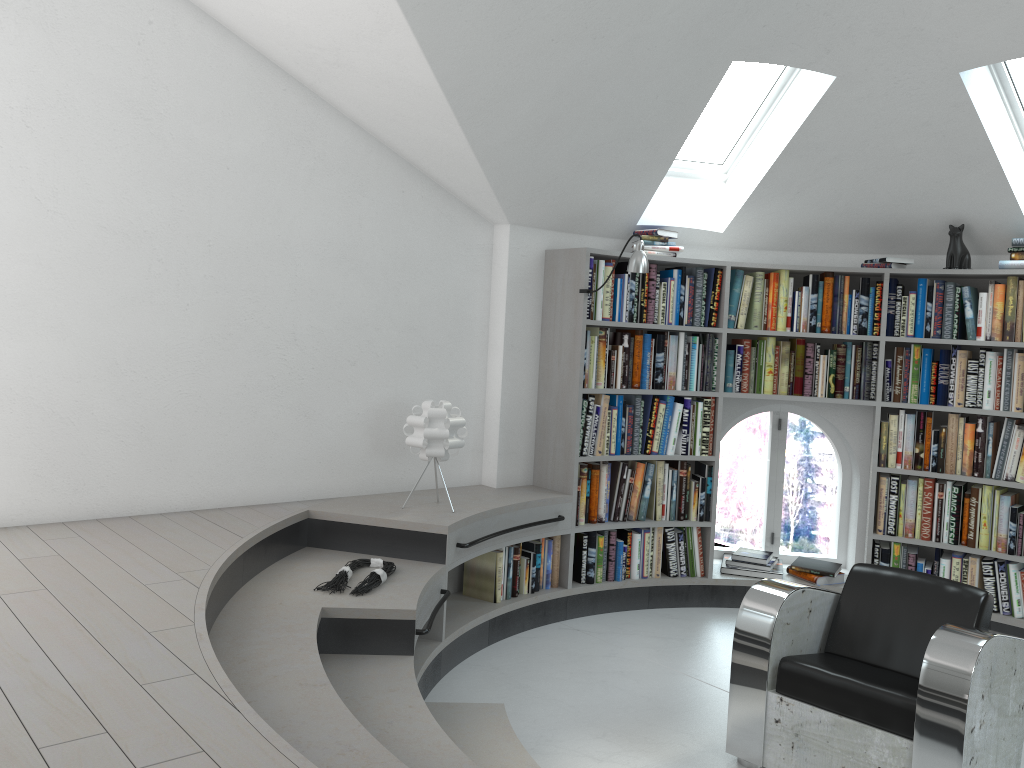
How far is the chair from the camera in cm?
285

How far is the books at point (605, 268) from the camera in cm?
495

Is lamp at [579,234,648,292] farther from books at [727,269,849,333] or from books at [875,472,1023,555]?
books at [875,472,1023,555]

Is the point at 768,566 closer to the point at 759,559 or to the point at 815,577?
the point at 759,559

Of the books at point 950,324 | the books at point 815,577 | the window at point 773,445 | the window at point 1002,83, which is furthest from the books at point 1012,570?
the window at point 1002,83

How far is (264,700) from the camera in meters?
2.5

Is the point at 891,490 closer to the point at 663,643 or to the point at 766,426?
the point at 663,643

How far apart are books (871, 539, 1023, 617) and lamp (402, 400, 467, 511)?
2.6 meters

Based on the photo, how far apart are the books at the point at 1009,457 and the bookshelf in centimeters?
3cm

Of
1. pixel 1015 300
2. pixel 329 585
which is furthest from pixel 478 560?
pixel 1015 300
